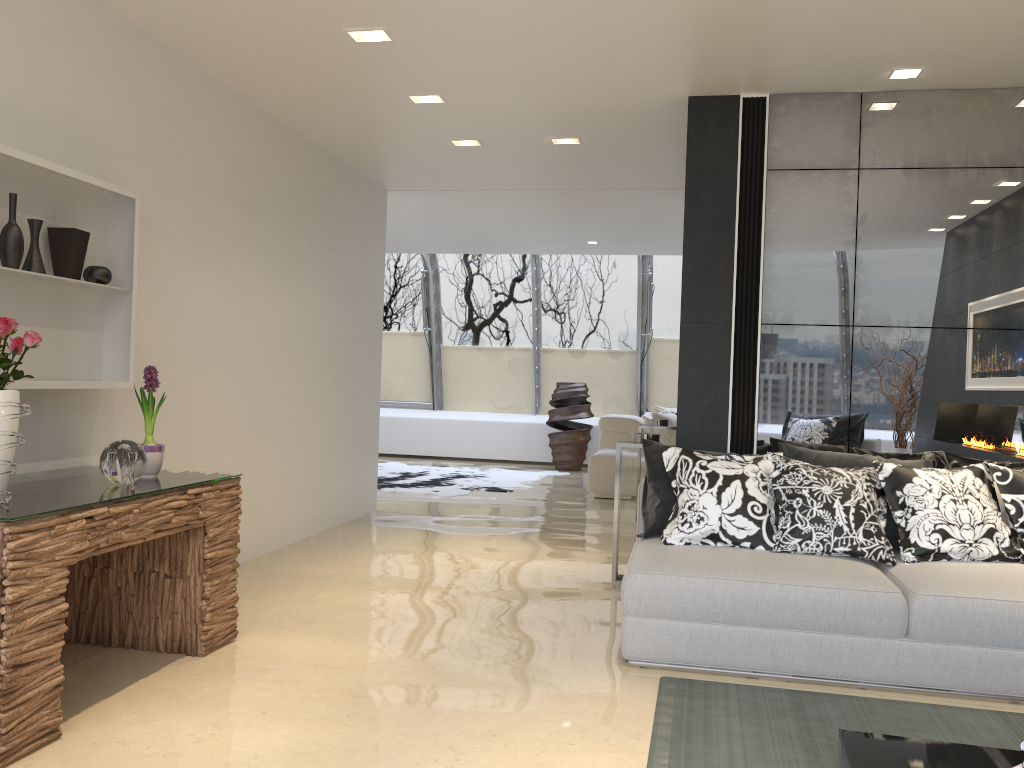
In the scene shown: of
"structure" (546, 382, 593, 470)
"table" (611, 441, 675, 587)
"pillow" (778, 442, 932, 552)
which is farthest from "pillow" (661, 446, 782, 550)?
"structure" (546, 382, 593, 470)

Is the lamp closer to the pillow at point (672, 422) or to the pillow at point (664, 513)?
the pillow at point (664, 513)

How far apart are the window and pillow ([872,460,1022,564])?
8.0m

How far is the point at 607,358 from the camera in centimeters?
1304cm

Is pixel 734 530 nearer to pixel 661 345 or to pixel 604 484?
pixel 604 484

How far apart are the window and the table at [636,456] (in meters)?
7.22

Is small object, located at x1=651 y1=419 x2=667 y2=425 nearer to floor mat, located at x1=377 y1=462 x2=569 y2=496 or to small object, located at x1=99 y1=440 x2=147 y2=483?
floor mat, located at x1=377 y1=462 x2=569 y2=496

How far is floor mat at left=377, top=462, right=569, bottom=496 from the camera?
9.7m

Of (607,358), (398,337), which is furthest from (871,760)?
(398,337)

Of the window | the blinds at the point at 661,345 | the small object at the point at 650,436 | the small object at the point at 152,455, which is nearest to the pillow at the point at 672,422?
the window
